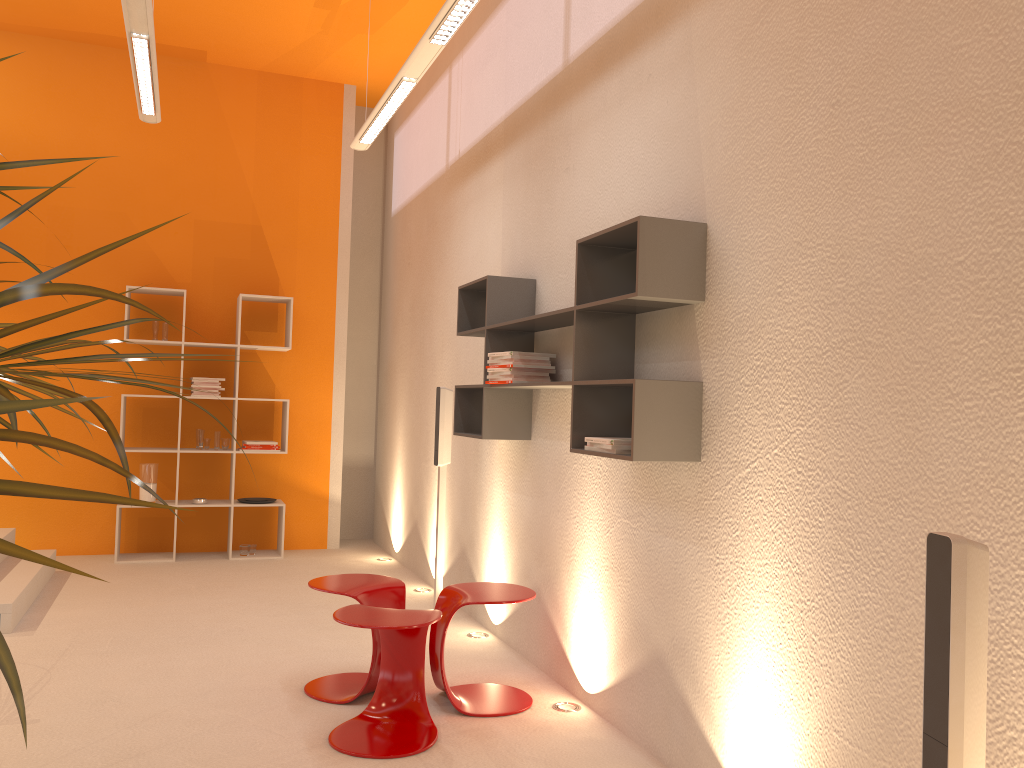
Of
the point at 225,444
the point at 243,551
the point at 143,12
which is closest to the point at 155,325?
the point at 225,444

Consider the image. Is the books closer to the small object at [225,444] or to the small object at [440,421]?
the small object at [440,421]

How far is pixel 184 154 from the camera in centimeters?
692cm

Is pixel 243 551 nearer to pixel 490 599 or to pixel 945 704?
pixel 490 599

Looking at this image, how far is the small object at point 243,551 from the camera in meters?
6.7

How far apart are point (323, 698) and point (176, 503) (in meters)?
3.39

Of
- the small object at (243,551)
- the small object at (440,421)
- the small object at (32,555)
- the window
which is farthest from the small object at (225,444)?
the small object at (32,555)

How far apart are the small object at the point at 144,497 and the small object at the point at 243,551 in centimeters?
76cm

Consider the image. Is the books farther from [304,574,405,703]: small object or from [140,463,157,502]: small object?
[140,463,157,502]: small object

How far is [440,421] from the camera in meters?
5.0 m
